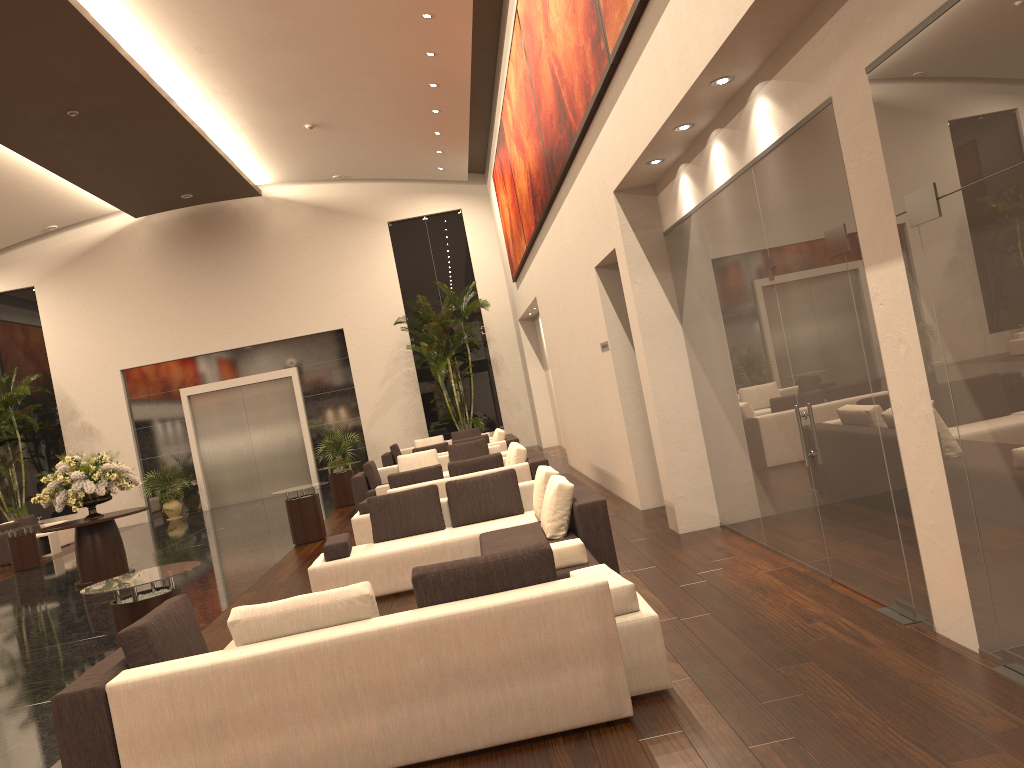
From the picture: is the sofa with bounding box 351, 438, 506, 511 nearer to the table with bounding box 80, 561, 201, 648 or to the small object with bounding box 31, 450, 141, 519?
the small object with bounding box 31, 450, 141, 519

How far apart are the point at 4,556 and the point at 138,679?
17.0 meters

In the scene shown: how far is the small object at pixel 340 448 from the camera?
22.6 meters

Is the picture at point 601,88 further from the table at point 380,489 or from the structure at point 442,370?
the structure at point 442,370

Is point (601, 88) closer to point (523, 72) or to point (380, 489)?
point (523, 72)

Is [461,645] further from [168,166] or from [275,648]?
[168,166]

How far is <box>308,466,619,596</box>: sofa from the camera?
6.7m

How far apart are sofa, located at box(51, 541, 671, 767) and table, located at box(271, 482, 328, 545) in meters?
7.9

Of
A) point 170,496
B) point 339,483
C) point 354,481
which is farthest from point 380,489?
point 170,496

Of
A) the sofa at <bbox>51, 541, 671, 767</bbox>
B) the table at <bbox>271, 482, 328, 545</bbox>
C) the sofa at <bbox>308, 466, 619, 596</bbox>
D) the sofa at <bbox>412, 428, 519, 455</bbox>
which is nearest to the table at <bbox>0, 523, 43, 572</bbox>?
the table at <bbox>271, 482, 328, 545</bbox>
